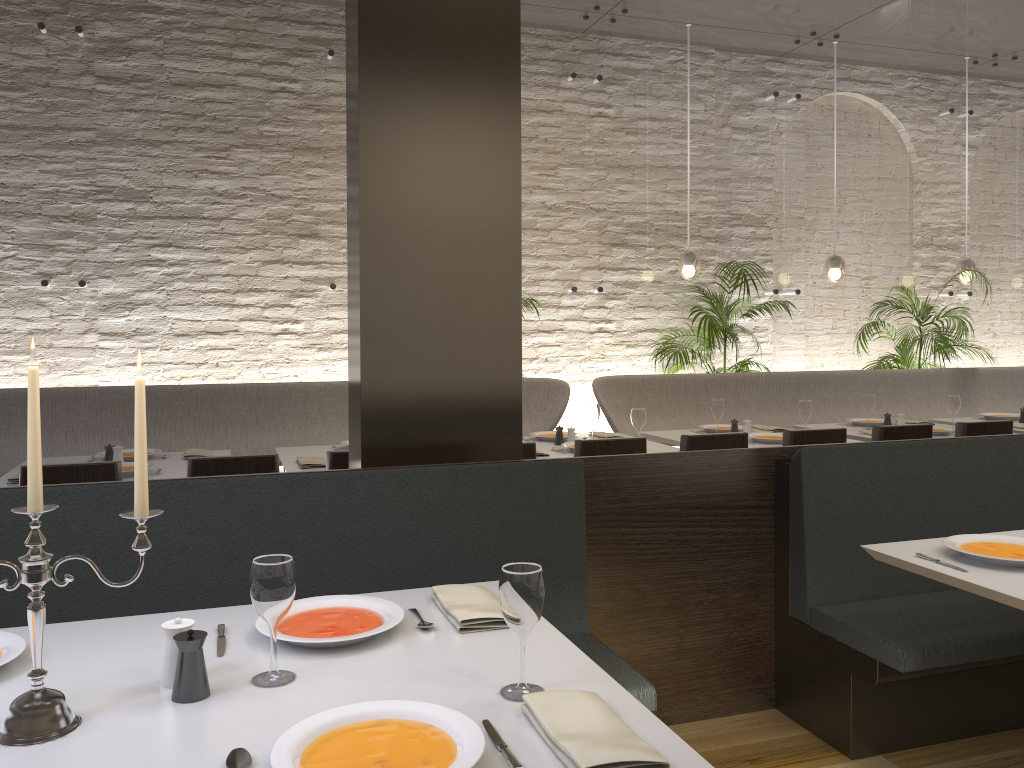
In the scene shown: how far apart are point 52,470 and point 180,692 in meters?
2.2

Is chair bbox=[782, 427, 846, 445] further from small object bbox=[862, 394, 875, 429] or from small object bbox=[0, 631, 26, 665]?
small object bbox=[0, 631, 26, 665]

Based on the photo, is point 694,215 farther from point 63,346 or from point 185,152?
point 63,346

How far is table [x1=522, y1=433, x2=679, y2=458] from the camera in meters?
4.8 m

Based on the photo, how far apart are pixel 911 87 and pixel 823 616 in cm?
668

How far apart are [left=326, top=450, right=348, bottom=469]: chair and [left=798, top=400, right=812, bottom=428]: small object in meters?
2.9

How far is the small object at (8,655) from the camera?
1.7m

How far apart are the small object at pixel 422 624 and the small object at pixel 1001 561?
1.6m

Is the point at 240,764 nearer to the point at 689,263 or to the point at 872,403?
the point at 872,403

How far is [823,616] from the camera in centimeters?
308cm
